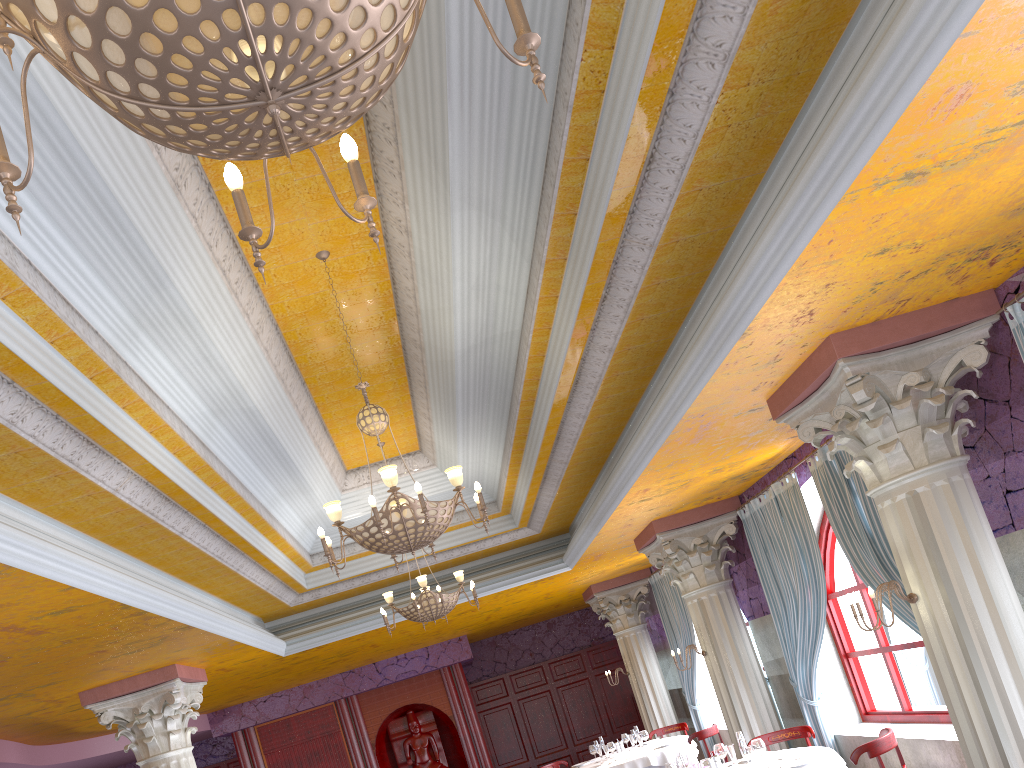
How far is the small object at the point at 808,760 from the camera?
6.7 meters

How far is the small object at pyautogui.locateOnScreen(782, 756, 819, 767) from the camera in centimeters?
668cm

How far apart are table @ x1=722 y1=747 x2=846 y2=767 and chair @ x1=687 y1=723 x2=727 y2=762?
3.10m

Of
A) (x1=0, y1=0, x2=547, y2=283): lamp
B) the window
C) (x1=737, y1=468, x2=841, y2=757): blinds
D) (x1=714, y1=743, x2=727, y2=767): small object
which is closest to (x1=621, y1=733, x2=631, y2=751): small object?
(x1=737, y1=468, x2=841, y2=757): blinds

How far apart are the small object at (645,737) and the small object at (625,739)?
0.6 meters

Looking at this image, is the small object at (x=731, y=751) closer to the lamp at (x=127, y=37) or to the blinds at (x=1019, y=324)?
the blinds at (x=1019, y=324)

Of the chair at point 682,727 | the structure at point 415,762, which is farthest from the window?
the structure at point 415,762

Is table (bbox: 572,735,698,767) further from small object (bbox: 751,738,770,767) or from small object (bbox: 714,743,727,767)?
small object (bbox: 751,738,770,767)

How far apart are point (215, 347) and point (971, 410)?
5.0 meters

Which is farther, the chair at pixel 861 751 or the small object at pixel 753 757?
the small object at pixel 753 757
